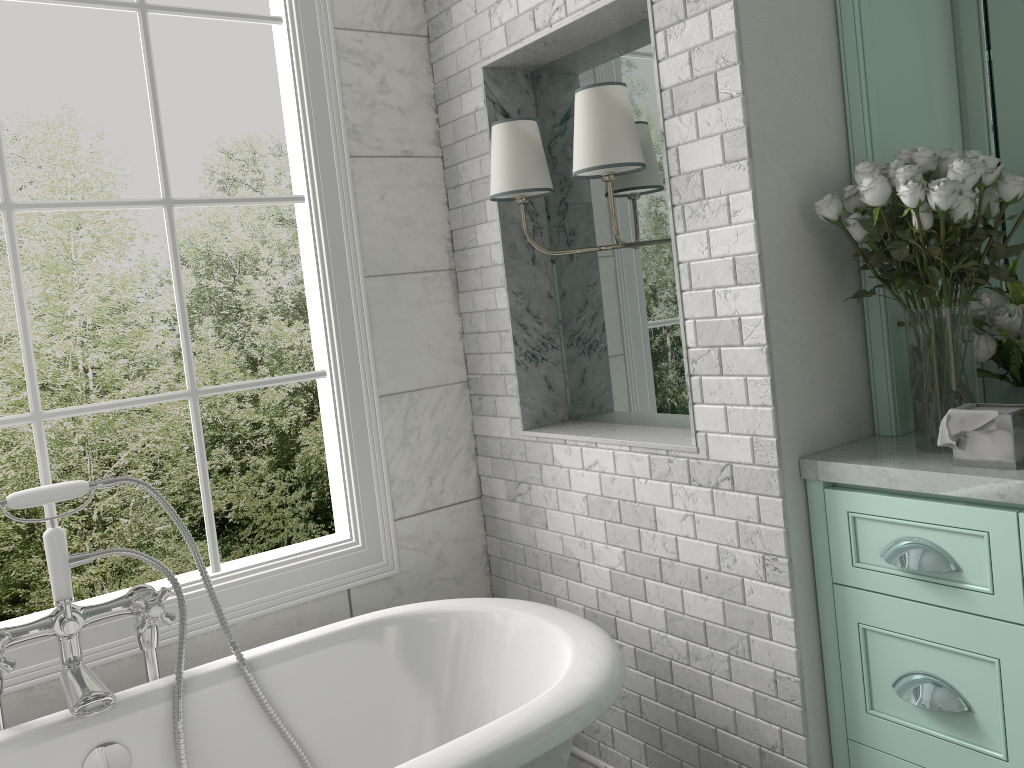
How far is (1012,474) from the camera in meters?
1.6 m

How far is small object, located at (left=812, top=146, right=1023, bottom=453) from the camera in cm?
172

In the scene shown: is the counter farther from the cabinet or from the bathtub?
the bathtub

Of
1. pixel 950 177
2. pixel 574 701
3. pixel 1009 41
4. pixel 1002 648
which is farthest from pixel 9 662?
pixel 1009 41

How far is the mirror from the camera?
2.2 meters

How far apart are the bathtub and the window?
0.23m

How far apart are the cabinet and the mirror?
0.8m

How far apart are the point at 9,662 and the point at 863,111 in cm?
225

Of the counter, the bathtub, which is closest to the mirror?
the counter

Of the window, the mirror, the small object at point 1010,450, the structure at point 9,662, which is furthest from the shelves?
the structure at point 9,662
